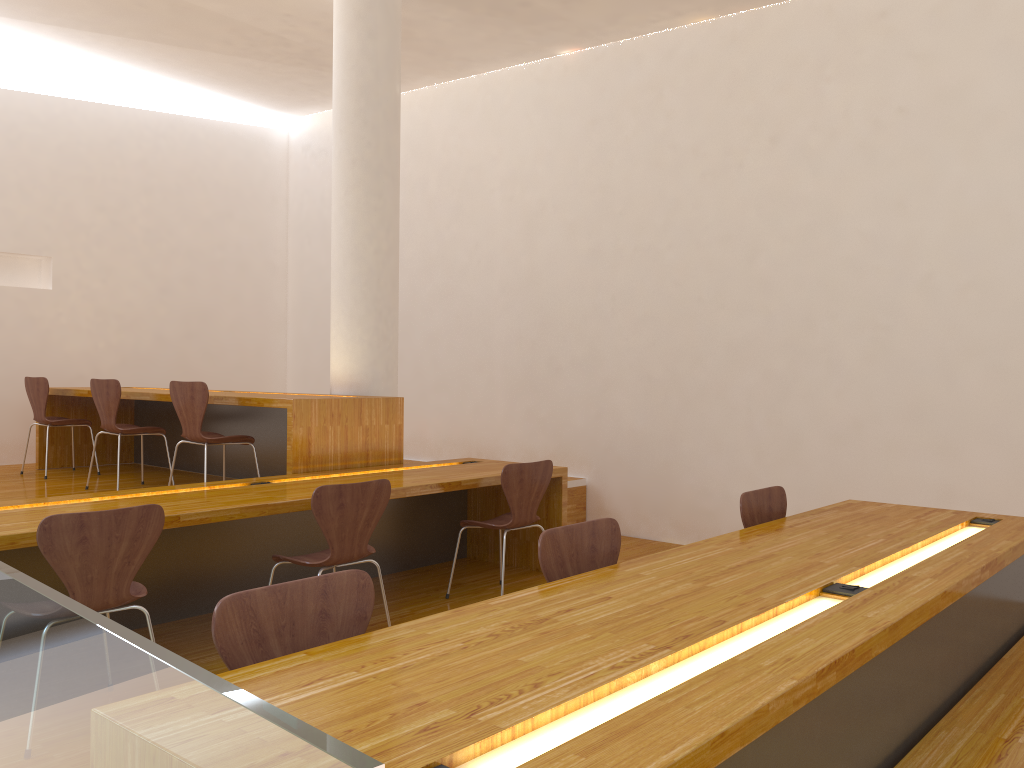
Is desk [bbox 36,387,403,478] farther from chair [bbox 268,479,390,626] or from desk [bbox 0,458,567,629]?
chair [bbox 268,479,390,626]

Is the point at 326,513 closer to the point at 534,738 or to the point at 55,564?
the point at 55,564

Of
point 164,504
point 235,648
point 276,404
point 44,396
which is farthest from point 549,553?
point 44,396

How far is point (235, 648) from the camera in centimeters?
169cm

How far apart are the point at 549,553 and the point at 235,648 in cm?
97

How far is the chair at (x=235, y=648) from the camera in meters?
1.7 m

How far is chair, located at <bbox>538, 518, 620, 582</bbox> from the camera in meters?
2.4

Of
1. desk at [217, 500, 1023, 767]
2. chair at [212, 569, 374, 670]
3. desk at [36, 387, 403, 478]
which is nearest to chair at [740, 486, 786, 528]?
desk at [217, 500, 1023, 767]

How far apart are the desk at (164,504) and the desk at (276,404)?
0.1 meters

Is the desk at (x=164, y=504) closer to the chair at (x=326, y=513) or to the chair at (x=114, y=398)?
the chair at (x=326, y=513)
